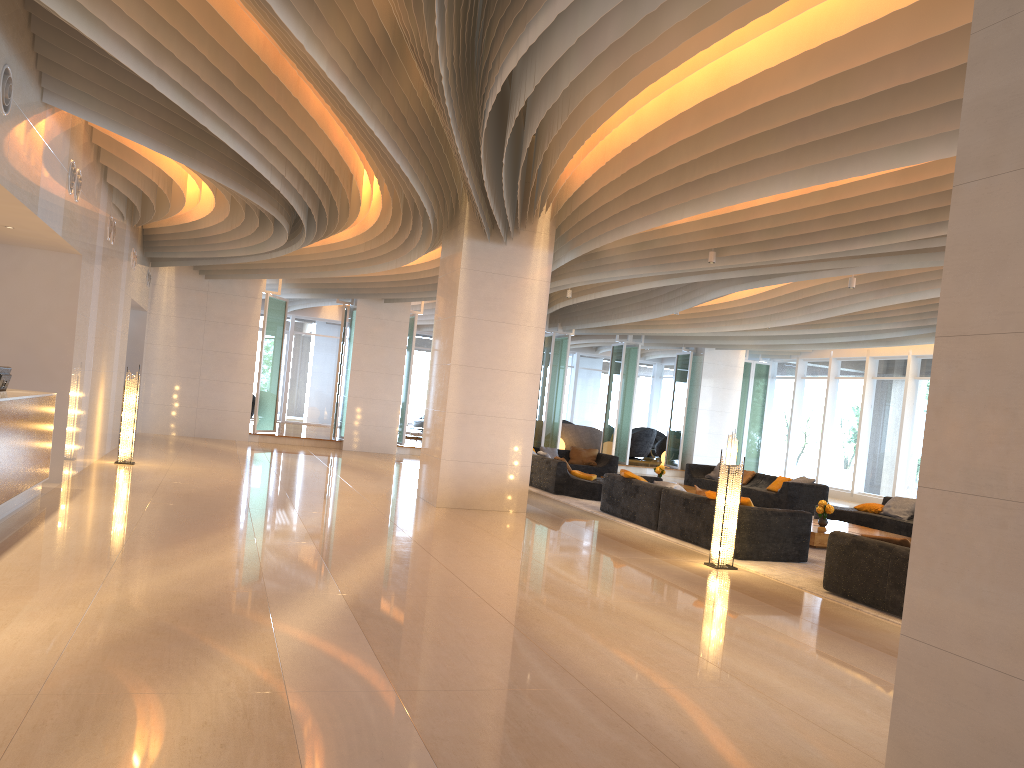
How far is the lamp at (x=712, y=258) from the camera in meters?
11.3

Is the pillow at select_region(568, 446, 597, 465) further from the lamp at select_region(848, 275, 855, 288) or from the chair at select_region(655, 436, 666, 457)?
the chair at select_region(655, 436, 666, 457)

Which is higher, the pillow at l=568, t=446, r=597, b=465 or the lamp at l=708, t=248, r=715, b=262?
the lamp at l=708, t=248, r=715, b=262

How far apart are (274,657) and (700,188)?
6.01m

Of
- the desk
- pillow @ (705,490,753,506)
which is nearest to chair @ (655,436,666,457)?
pillow @ (705,490,753,506)

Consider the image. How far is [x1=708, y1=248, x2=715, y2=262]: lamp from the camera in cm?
1128

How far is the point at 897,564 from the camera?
7.3m

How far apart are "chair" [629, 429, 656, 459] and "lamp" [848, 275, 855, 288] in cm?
1491

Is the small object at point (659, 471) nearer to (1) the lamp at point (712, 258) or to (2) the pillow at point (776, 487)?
(2) the pillow at point (776, 487)

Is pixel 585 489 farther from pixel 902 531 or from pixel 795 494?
pixel 902 531
